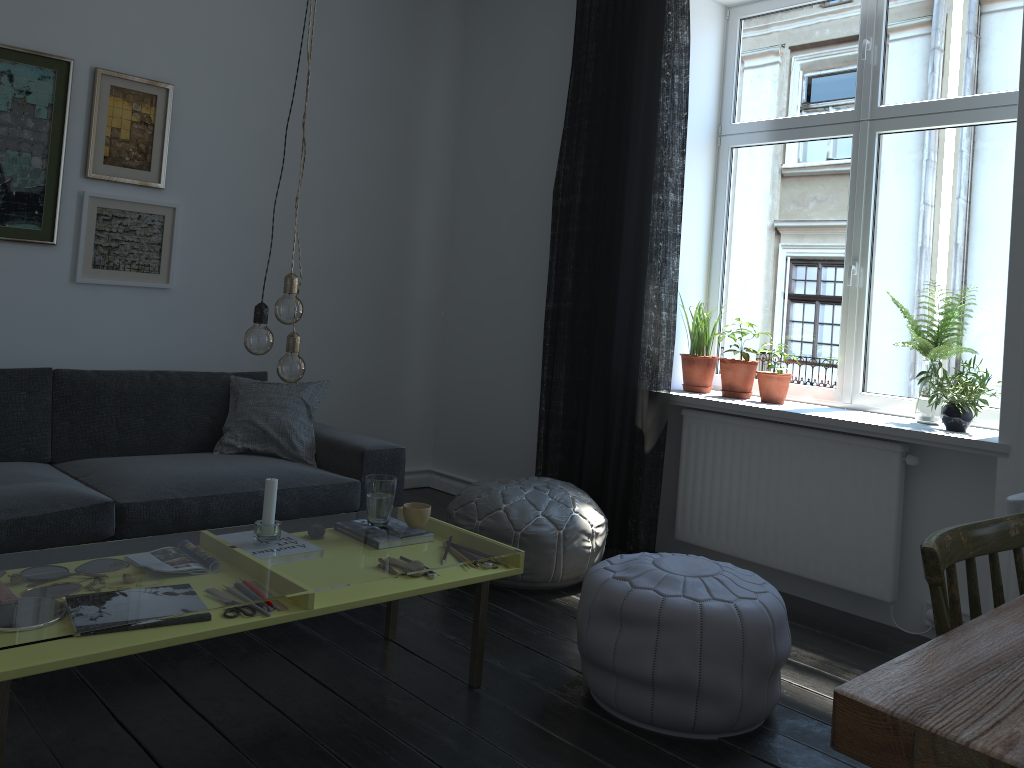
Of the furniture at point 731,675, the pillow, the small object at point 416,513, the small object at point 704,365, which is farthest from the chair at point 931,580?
the pillow

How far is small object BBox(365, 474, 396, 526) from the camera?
2.7m

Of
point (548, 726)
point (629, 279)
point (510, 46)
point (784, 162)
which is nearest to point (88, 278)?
point (629, 279)

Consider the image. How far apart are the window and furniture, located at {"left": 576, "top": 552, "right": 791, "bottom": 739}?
1.5m

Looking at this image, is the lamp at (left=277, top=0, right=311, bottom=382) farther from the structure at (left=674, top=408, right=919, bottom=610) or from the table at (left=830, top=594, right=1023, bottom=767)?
the structure at (left=674, top=408, right=919, bottom=610)

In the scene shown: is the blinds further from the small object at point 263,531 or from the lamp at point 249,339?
the lamp at point 249,339

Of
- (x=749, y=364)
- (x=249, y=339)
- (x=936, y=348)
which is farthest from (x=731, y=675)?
(x=749, y=364)

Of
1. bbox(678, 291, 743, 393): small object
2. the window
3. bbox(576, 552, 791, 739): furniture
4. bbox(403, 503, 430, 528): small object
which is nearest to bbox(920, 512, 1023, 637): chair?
bbox(576, 552, 791, 739): furniture

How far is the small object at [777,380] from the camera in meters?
3.9

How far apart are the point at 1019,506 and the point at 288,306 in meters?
1.7
